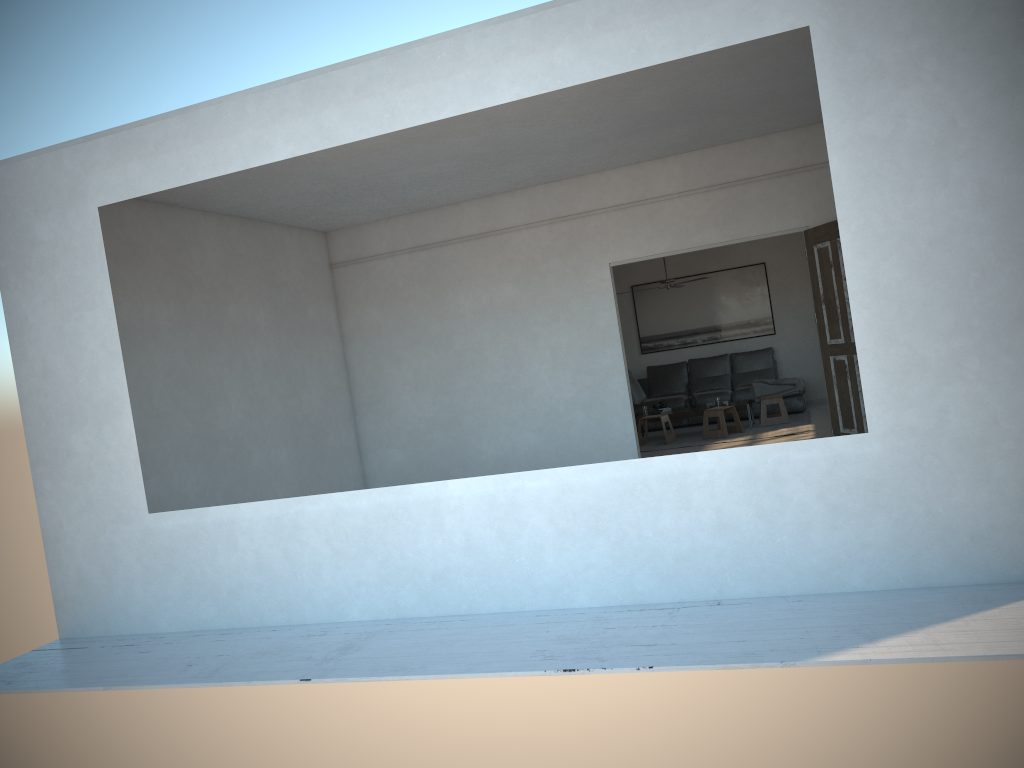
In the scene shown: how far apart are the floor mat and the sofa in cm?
12

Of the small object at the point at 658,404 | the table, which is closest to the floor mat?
the table

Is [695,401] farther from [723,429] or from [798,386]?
[798,386]

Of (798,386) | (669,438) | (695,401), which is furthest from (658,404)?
(798,386)

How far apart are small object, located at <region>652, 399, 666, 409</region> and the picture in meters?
2.0

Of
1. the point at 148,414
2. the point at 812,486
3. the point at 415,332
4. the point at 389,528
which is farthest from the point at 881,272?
the point at 415,332

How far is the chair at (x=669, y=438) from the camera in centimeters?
1061cm

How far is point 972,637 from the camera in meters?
3.3

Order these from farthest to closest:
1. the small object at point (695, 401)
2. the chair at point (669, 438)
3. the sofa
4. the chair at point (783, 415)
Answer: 1. the sofa
2. the small object at point (695, 401)
3. the chair at point (783, 415)
4. the chair at point (669, 438)

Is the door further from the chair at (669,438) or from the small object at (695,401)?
the small object at (695,401)
